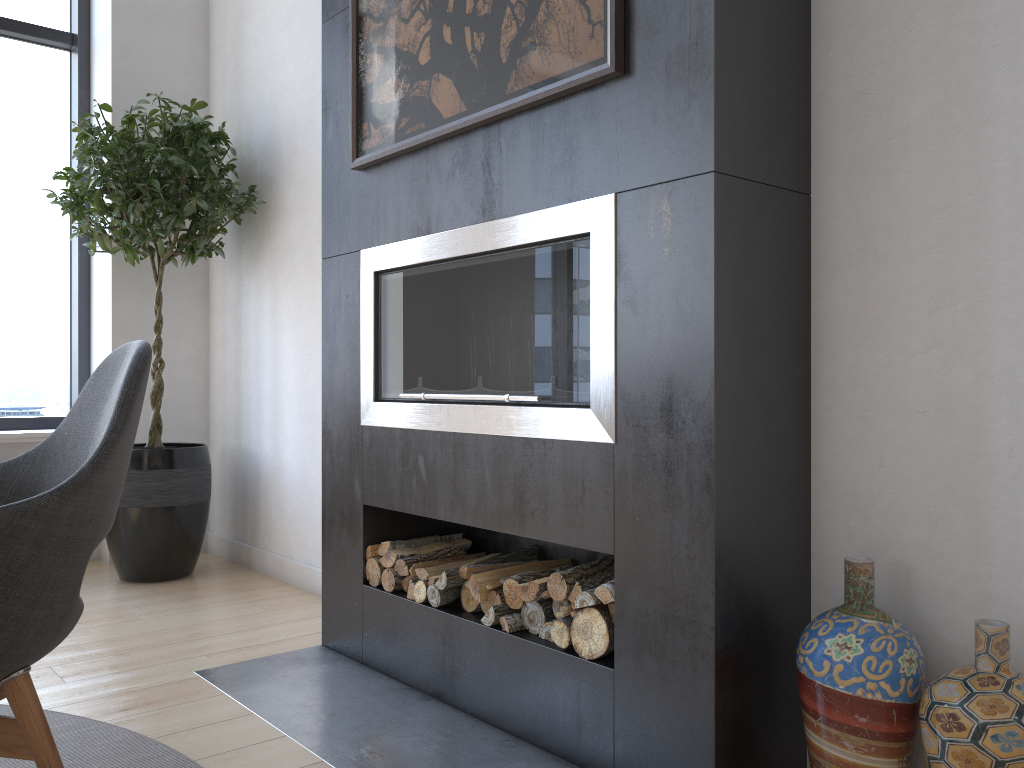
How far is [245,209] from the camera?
3.7 meters

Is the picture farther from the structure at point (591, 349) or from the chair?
the chair

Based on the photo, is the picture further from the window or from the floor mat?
the window

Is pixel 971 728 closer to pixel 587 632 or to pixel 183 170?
pixel 587 632

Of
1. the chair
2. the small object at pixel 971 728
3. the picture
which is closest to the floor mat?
the chair

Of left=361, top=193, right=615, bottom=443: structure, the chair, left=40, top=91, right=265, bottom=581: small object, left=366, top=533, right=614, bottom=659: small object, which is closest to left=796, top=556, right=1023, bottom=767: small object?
left=366, top=533, right=614, bottom=659: small object

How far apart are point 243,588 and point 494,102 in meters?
2.3 m

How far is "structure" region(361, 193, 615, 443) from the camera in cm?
185

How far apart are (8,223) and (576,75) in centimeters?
341cm

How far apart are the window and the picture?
2.3m
